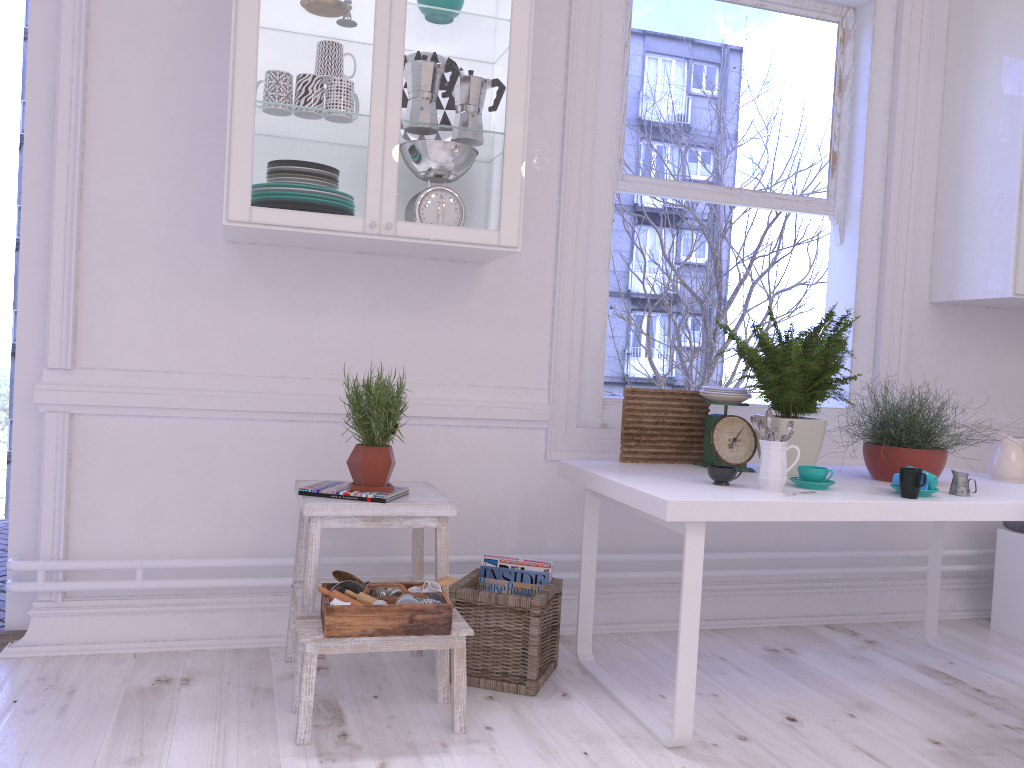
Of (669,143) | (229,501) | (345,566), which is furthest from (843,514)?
(229,501)

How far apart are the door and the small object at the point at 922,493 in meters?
2.5 m

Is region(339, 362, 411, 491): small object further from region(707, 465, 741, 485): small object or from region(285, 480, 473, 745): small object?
region(707, 465, 741, 485): small object

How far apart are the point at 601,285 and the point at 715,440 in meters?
0.7 m

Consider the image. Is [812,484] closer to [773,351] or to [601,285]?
[773,351]

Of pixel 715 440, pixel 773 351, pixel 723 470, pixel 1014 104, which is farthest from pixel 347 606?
pixel 1014 104

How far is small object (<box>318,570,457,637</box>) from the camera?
2.1 meters

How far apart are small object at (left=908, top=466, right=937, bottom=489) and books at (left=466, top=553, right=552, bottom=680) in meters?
1.1 m

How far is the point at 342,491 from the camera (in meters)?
2.33

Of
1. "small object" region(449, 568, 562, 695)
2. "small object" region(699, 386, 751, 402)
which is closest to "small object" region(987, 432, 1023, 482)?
"small object" region(699, 386, 751, 402)
